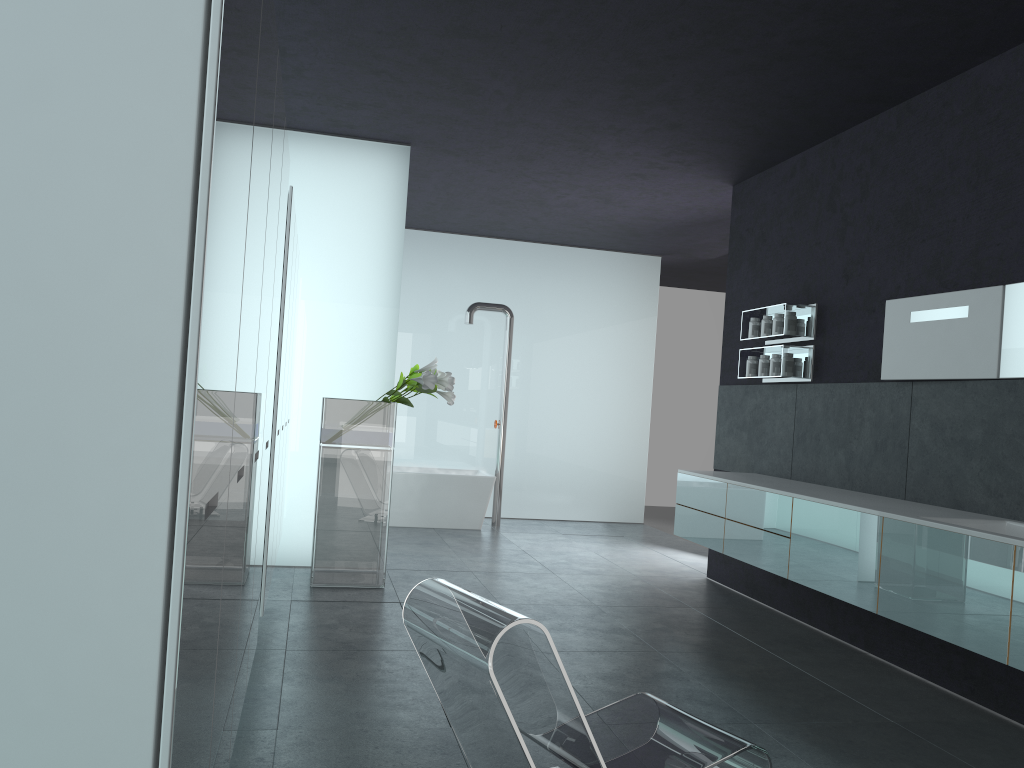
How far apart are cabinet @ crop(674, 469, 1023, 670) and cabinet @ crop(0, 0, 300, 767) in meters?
3.2

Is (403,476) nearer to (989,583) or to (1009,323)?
(1009,323)

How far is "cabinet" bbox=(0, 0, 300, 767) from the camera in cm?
131

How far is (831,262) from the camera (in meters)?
6.83

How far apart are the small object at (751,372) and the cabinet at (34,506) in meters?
3.8

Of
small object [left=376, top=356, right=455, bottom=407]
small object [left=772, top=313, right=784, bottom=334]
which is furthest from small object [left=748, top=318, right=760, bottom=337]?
small object [left=376, top=356, right=455, bottom=407]

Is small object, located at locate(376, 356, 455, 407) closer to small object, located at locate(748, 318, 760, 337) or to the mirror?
small object, located at locate(748, 318, 760, 337)

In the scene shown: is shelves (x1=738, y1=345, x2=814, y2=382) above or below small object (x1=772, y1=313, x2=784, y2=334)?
below

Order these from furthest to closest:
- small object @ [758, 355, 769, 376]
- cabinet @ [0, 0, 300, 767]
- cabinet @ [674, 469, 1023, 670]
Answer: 1. small object @ [758, 355, 769, 376]
2. cabinet @ [674, 469, 1023, 670]
3. cabinet @ [0, 0, 300, 767]

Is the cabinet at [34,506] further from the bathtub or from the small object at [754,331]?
the bathtub
